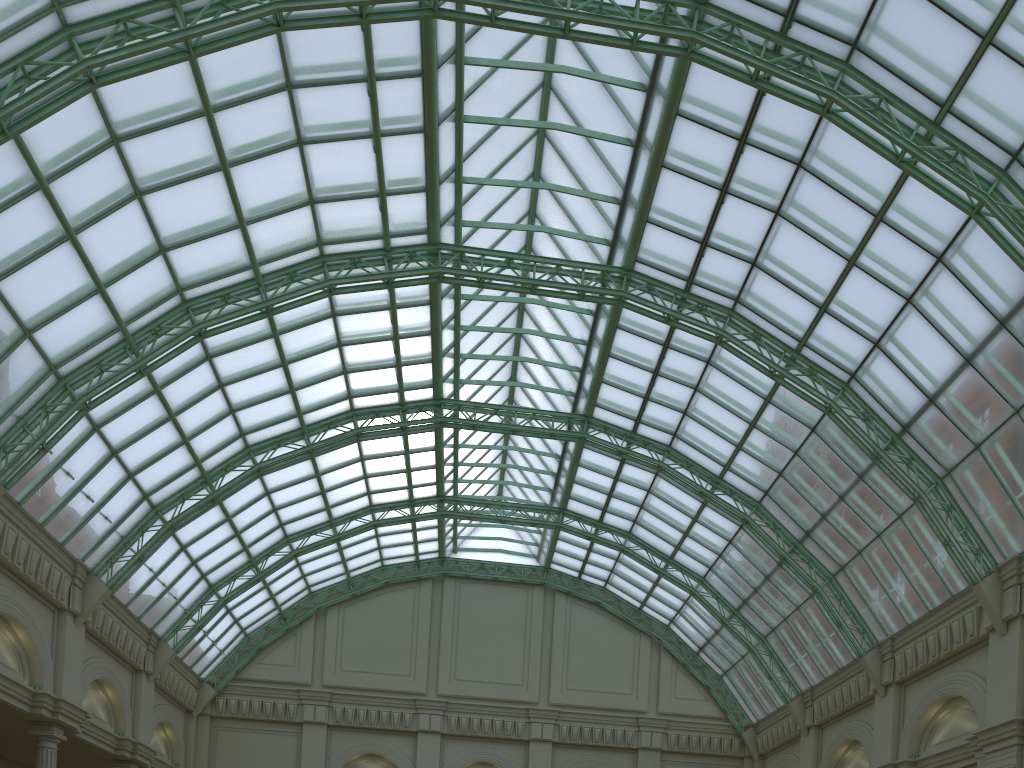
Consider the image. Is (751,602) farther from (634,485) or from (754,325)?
(754,325)
